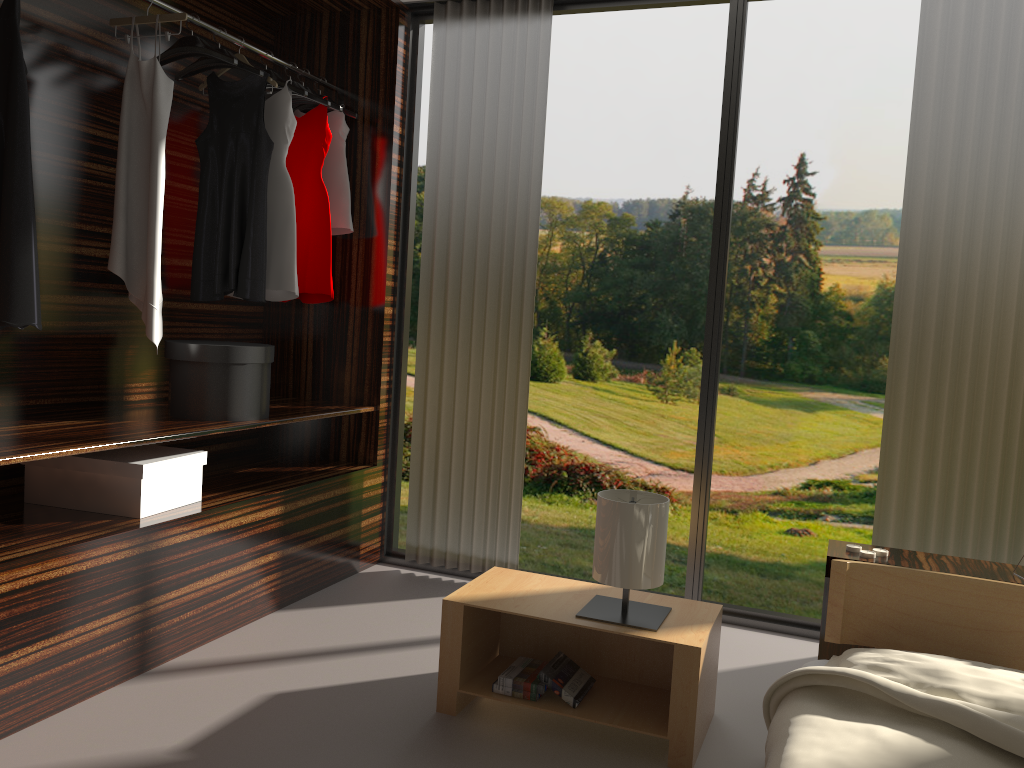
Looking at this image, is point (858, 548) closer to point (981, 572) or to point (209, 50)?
point (981, 572)

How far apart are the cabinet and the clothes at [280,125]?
2.1 meters

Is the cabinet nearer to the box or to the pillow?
the pillow

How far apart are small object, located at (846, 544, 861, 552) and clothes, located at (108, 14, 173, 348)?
2.2m

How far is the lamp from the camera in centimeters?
231cm

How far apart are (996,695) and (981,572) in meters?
0.7 m

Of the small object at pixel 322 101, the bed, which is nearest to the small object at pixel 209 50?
the small object at pixel 322 101

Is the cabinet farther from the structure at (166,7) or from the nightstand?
the structure at (166,7)

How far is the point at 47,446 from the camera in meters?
2.3 m

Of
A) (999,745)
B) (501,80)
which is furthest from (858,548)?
(501,80)
